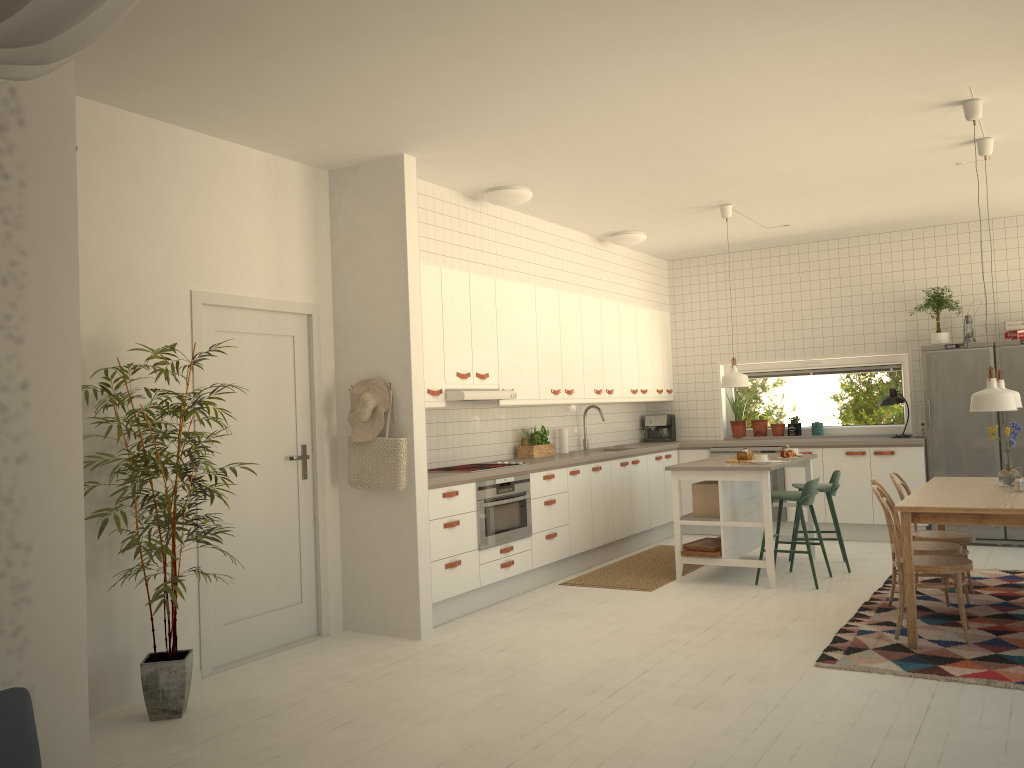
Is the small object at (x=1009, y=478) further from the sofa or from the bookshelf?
the sofa

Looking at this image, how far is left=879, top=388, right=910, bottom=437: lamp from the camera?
8.2m

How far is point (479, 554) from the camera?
5.9m

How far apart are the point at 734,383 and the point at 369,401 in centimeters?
306cm

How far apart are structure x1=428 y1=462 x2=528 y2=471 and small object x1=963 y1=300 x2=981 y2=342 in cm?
461

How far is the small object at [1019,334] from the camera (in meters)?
7.54

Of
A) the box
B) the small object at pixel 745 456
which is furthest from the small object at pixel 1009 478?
the box

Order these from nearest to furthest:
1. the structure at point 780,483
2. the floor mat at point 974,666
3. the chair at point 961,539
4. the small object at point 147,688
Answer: the small object at point 147,688 < the floor mat at point 974,666 < the chair at point 961,539 < the structure at point 780,483

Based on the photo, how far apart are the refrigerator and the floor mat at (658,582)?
2.4 meters

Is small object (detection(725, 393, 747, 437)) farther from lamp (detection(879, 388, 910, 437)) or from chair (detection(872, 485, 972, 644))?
chair (detection(872, 485, 972, 644))
